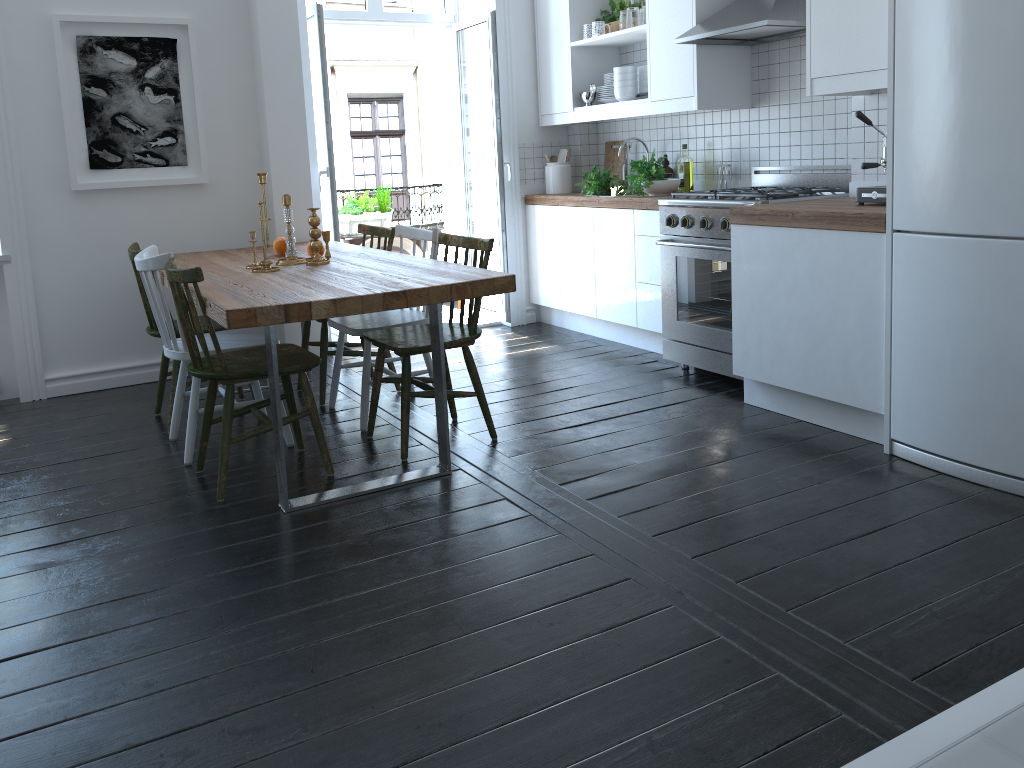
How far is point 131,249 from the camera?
3.9 meters

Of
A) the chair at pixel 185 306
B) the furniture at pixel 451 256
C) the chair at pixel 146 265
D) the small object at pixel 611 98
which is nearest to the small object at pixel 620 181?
the small object at pixel 611 98

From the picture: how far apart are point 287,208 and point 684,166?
2.3 meters

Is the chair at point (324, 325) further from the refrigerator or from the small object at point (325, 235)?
the refrigerator

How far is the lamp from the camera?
6.9m

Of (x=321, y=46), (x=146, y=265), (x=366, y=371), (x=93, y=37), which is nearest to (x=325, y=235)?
(x=366, y=371)

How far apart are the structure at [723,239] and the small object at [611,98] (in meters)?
1.06

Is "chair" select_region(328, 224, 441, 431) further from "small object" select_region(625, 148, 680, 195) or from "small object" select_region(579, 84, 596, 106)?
"small object" select_region(579, 84, 596, 106)

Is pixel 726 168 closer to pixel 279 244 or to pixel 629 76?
pixel 629 76

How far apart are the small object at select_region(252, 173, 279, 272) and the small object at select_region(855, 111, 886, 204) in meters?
2.3
